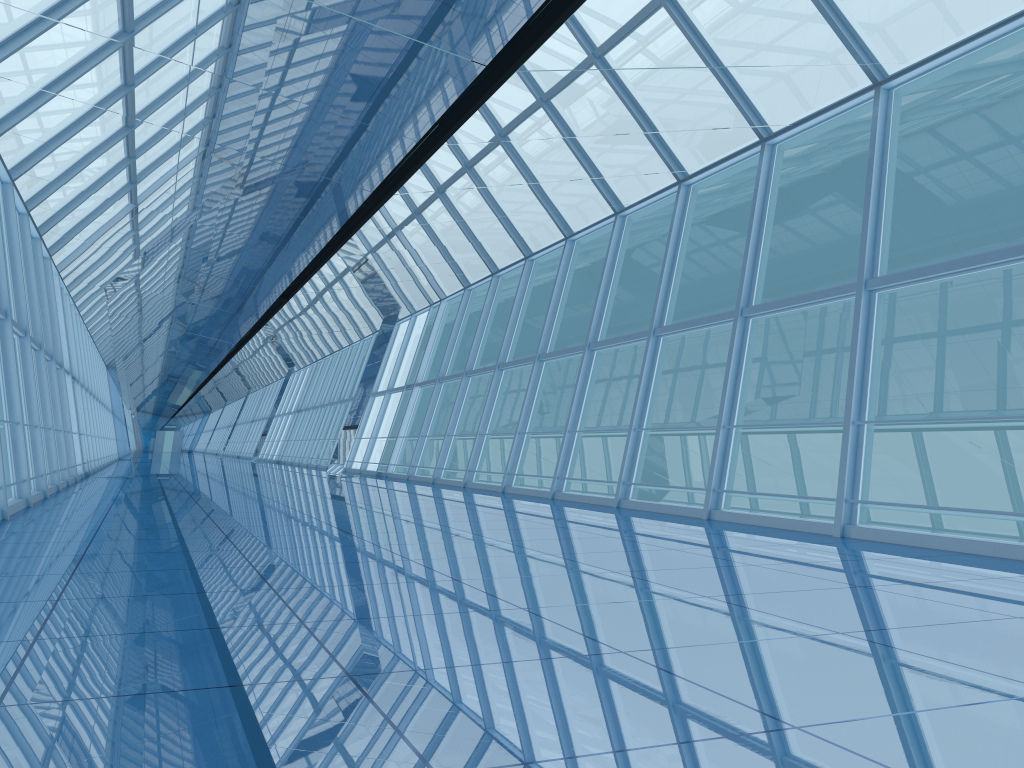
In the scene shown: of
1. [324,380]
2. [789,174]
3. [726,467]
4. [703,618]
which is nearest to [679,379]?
[789,174]

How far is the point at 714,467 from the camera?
9.90m

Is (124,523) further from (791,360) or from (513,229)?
(791,360)

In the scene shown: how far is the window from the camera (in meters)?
9.90
